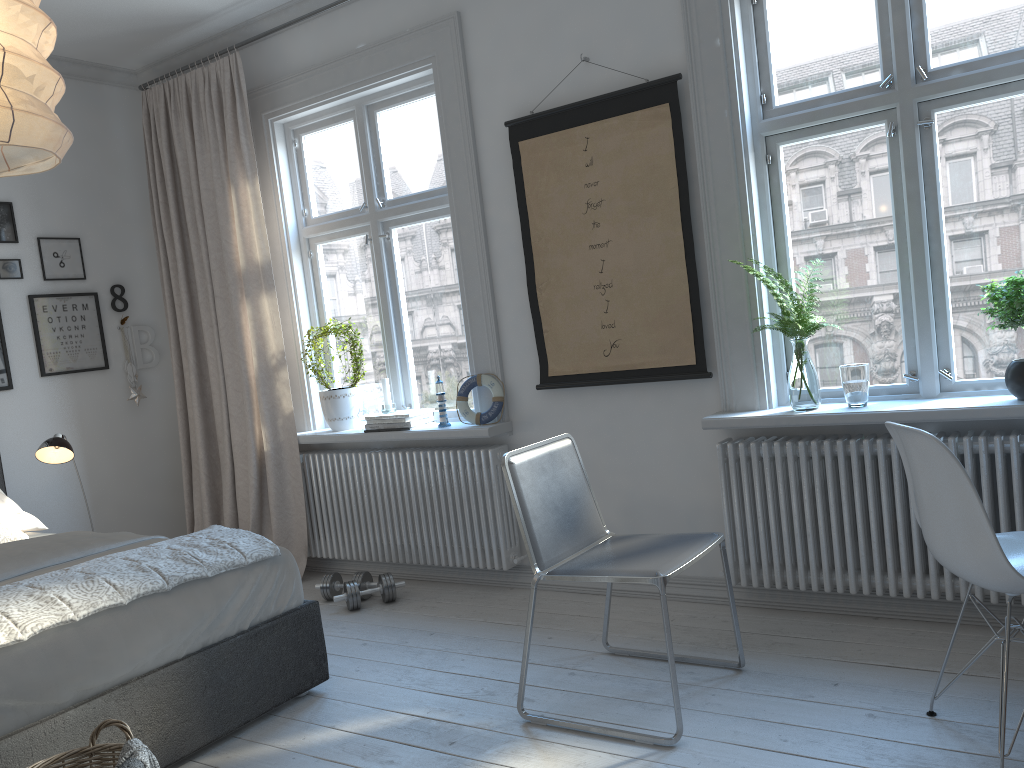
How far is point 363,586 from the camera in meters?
4.1

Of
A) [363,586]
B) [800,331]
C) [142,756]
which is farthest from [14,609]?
[800,331]

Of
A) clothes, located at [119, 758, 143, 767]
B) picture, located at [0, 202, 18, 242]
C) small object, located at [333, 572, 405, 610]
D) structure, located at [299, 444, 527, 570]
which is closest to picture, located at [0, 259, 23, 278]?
picture, located at [0, 202, 18, 242]

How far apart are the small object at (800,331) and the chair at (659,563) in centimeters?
66cm

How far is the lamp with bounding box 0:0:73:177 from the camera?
1.6m

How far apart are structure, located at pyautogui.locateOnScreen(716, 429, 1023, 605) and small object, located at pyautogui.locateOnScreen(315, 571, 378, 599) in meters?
1.7

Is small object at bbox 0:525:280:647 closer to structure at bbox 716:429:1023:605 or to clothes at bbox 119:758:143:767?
clothes at bbox 119:758:143:767

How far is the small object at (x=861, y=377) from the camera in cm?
302

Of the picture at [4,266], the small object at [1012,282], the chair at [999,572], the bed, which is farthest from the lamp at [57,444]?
the small object at [1012,282]

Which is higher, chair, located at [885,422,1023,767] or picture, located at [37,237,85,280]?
picture, located at [37,237,85,280]
